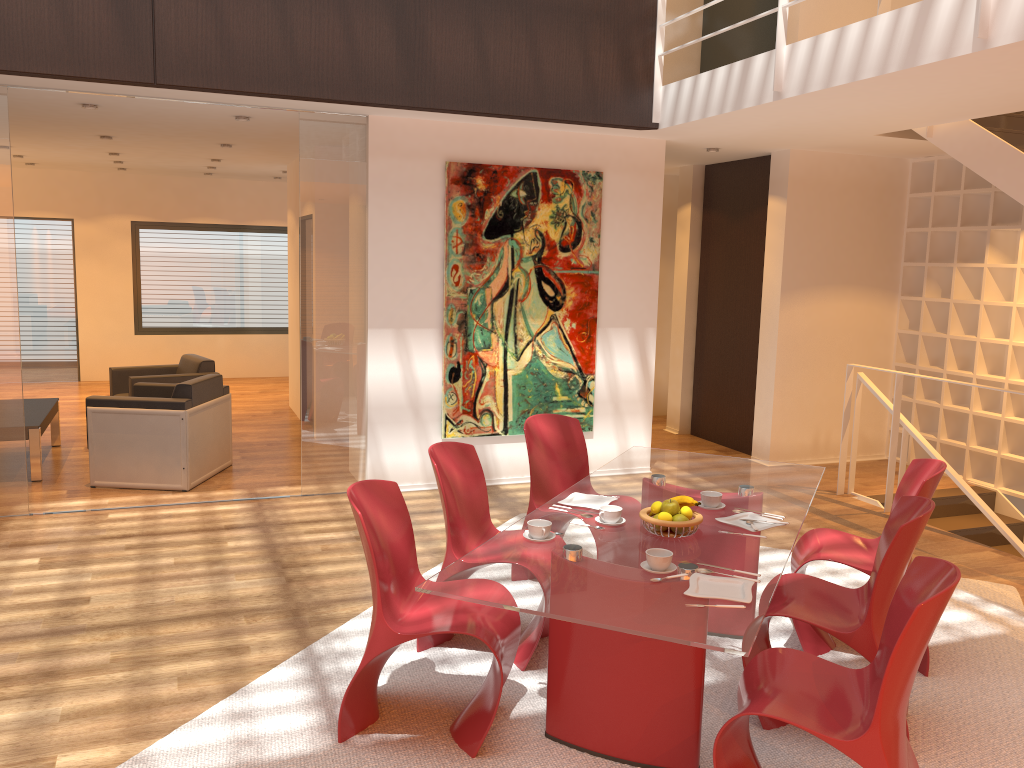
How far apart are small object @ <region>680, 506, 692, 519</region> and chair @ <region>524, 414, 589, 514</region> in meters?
1.4 m

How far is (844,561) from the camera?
3.8m

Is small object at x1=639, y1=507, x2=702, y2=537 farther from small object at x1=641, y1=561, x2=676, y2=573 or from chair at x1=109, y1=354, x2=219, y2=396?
chair at x1=109, y1=354, x2=219, y2=396

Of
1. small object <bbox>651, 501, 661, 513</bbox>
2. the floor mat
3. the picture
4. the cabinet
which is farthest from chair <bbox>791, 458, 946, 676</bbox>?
the picture

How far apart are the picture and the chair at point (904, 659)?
4.0m

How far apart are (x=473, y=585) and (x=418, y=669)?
1.2m

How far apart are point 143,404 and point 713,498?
4.5m

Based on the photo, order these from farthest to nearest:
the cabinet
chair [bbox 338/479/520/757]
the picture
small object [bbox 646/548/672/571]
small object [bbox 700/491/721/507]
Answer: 1. the picture
2. the cabinet
3. small object [bbox 700/491/721/507]
4. chair [bbox 338/479/520/757]
5. small object [bbox 646/548/672/571]

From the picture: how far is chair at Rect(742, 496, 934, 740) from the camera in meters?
3.1

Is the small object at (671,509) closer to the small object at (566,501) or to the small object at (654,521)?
the small object at (654,521)
